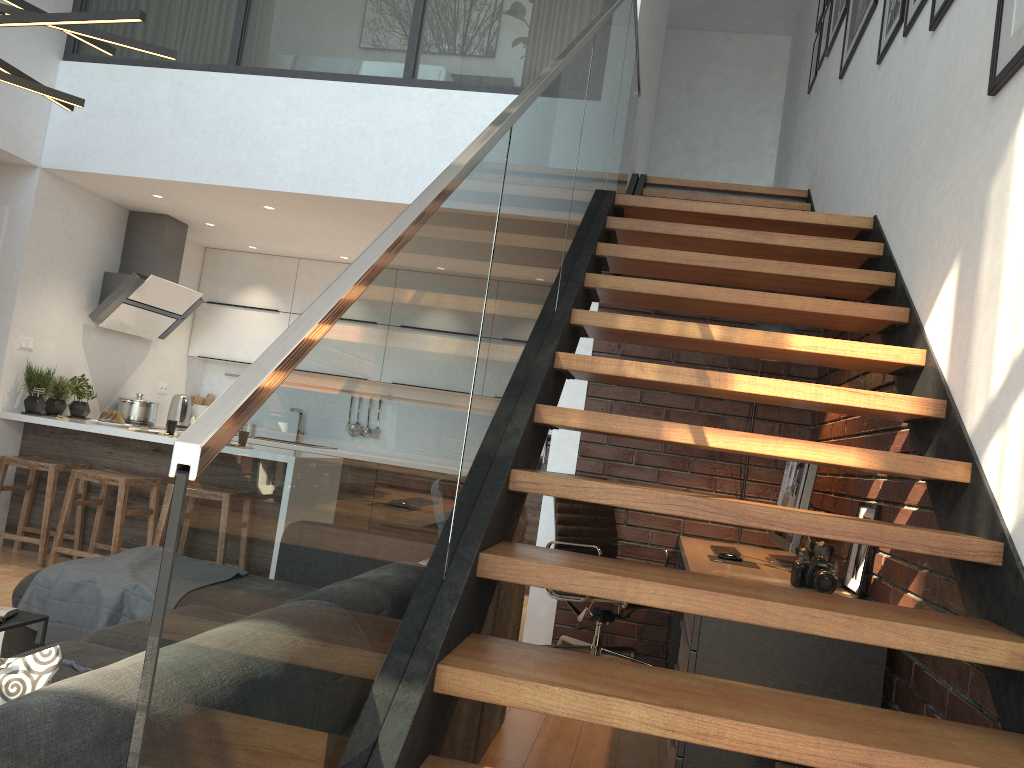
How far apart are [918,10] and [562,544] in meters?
2.7 m

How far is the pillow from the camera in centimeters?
119cm

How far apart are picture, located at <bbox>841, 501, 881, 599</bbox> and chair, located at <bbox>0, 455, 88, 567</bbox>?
4.4 meters

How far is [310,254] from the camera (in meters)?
7.26

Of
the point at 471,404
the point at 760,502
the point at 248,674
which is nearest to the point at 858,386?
the point at 760,502

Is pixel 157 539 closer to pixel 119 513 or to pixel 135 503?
pixel 119 513

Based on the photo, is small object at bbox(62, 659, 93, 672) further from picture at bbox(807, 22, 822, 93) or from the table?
picture at bbox(807, 22, 822, 93)

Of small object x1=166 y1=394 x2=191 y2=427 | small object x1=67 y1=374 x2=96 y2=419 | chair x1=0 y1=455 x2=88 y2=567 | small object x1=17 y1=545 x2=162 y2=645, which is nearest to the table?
small object x1=17 y1=545 x2=162 y2=645

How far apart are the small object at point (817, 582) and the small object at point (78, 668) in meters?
2.2 m

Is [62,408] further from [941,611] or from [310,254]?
[941,611]
